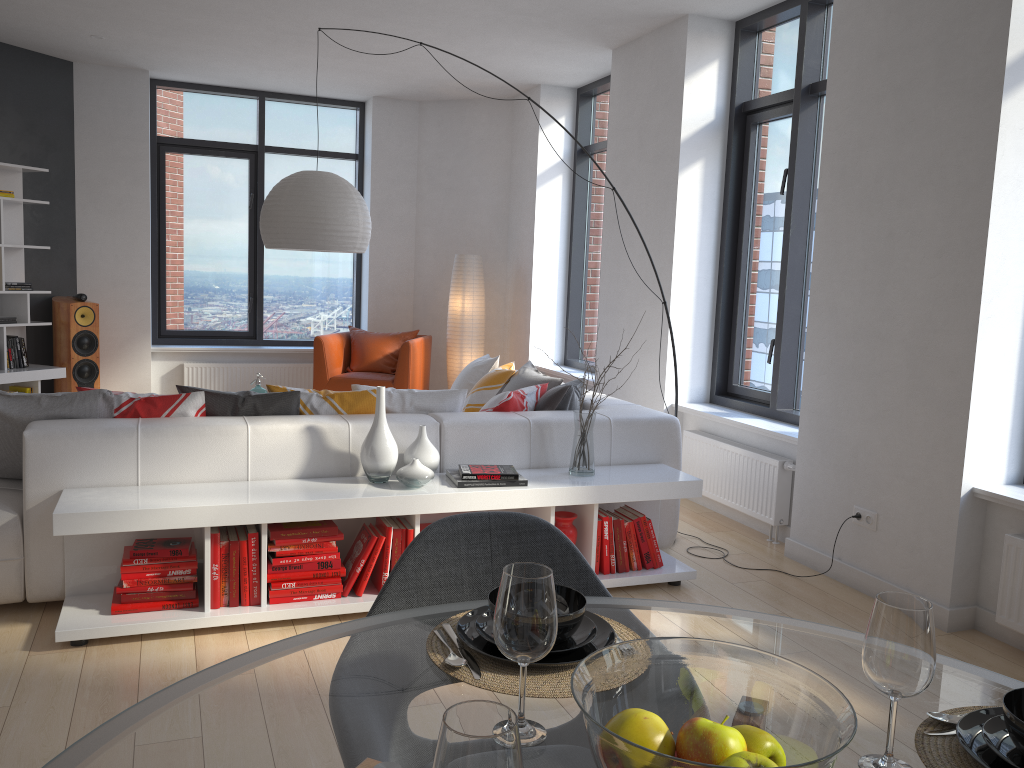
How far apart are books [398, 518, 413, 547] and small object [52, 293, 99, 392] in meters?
4.8 m

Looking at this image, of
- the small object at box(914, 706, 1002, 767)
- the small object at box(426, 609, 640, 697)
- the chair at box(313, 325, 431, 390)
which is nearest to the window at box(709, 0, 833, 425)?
the chair at box(313, 325, 431, 390)

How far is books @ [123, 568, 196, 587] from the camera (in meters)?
3.27

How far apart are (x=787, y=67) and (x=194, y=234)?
5.61m

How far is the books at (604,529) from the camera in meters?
3.9

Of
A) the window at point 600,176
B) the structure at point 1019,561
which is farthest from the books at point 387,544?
the window at point 600,176

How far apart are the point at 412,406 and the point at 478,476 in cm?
65

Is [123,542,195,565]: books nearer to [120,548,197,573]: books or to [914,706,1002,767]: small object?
[120,548,197,573]: books

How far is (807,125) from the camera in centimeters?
500cm

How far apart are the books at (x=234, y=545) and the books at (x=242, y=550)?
0.0 meters
